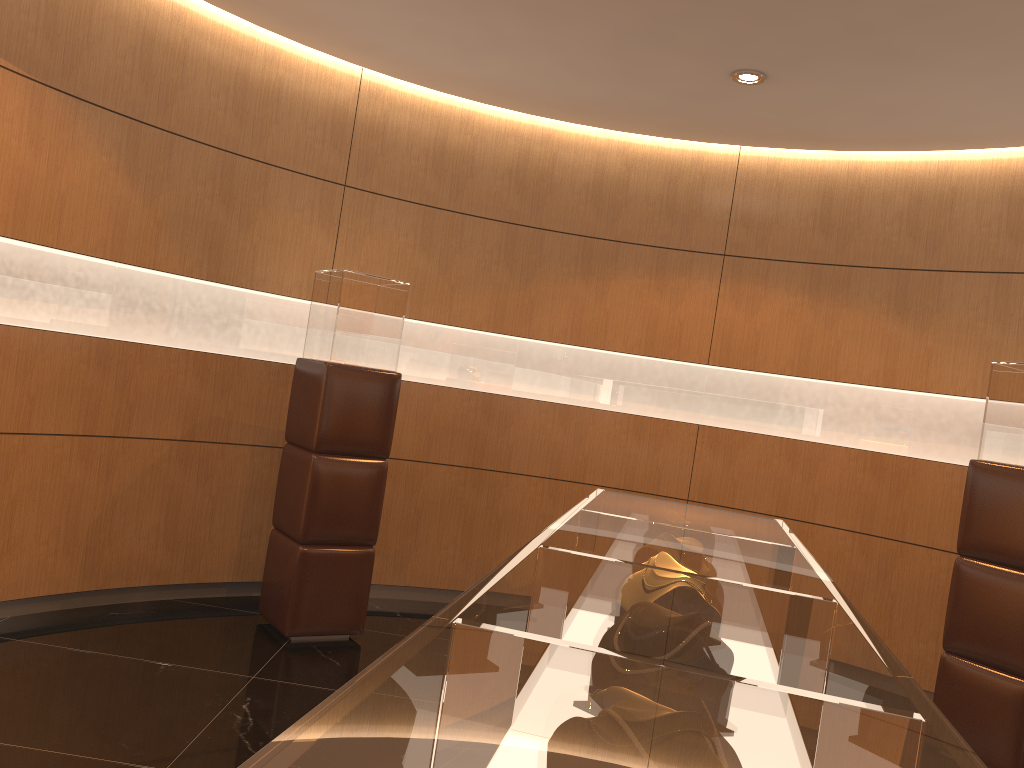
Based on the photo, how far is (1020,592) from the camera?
4.2 meters

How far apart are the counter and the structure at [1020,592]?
2.2m

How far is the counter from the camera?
0.7 meters

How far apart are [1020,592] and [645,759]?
4.2 meters

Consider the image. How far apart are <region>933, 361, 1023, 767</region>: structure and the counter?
2.20m

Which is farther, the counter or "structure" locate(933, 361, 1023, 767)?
"structure" locate(933, 361, 1023, 767)

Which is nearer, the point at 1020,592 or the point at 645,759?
the point at 645,759

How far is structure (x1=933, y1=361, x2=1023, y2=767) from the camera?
4.2 meters
